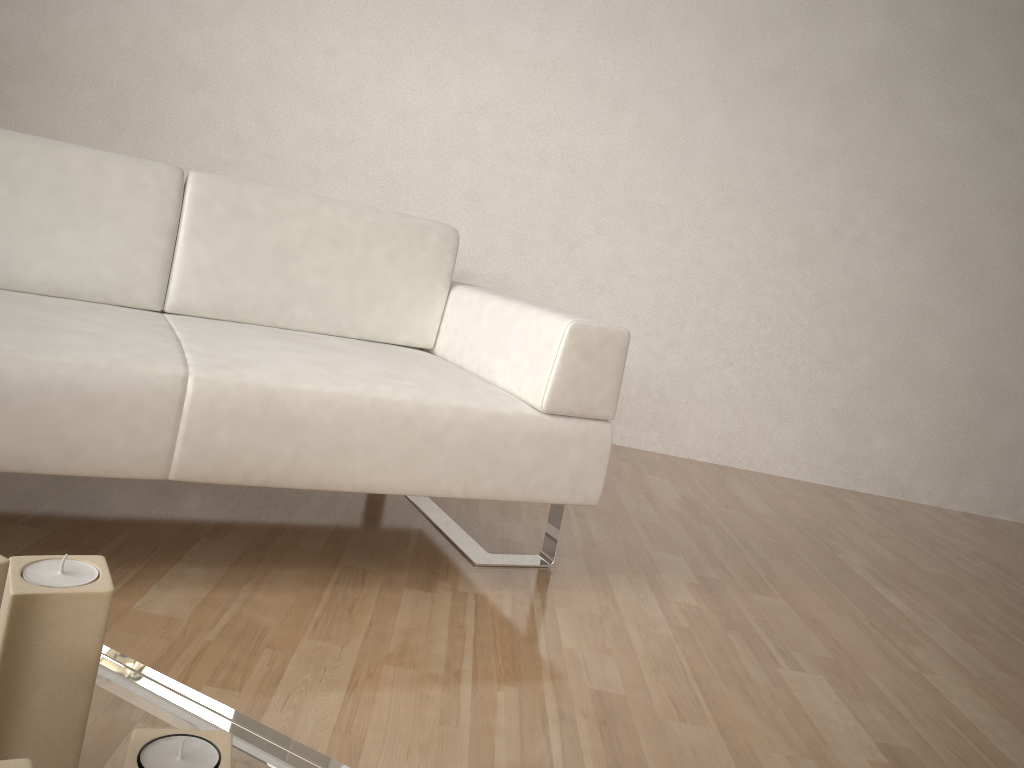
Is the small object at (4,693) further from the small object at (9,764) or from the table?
the small object at (9,764)

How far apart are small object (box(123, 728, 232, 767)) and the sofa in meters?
0.9 m

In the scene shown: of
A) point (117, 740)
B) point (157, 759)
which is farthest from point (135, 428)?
point (157, 759)

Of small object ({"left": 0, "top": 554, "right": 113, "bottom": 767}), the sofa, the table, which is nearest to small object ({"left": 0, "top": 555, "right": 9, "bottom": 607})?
small object ({"left": 0, "top": 554, "right": 113, "bottom": 767})

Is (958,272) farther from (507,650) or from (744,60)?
(507,650)

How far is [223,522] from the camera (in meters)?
1.94

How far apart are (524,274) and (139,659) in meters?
2.5 m

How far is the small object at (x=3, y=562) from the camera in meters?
0.6 m

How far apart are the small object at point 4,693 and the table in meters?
0.0

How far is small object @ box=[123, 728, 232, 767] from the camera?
0.61m
